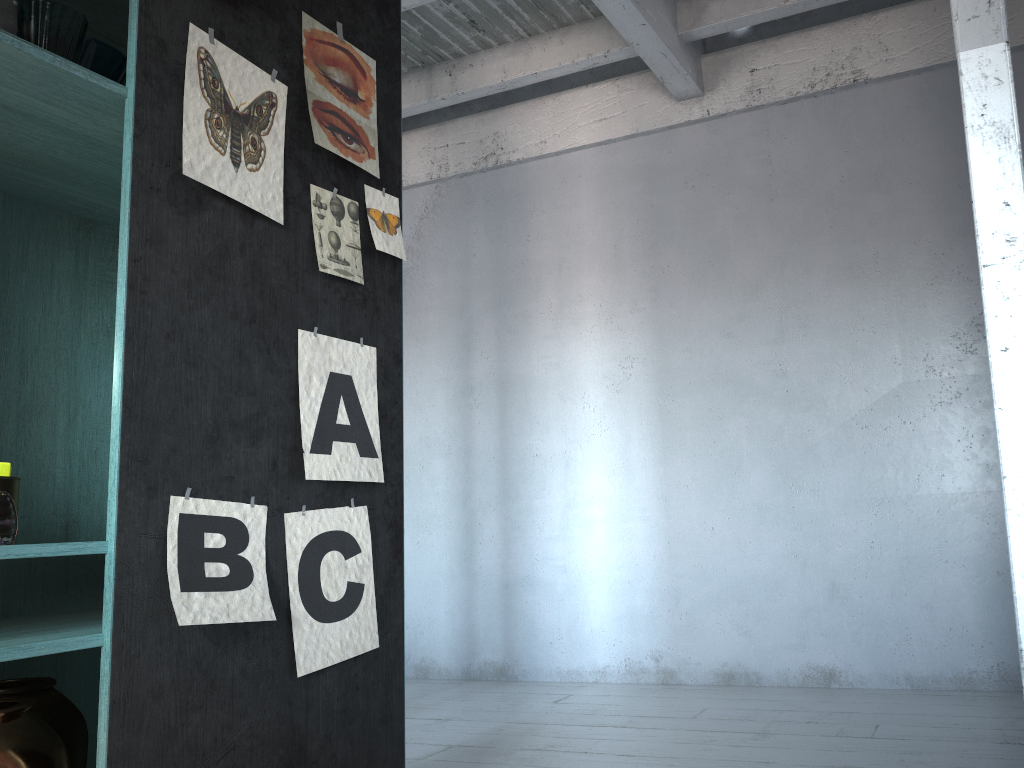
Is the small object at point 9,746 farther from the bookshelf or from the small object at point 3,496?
the small object at point 3,496

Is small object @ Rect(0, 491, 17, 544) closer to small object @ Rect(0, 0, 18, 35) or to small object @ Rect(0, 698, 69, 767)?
small object @ Rect(0, 698, 69, 767)

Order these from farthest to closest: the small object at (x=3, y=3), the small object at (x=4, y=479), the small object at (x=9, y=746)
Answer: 1. the small object at (x=4, y=479)
2. the small object at (x=3, y=3)
3. the small object at (x=9, y=746)

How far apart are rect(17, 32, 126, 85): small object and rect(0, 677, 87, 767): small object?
1.78m

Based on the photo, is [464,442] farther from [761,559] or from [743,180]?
[743,180]

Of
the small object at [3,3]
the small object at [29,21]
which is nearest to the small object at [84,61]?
the small object at [29,21]

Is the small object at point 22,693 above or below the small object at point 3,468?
below

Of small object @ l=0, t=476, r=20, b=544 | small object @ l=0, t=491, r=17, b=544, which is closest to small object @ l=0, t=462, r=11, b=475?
small object @ l=0, t=476, r=20, b=544

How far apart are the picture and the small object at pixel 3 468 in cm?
47

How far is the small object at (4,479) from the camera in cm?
233
